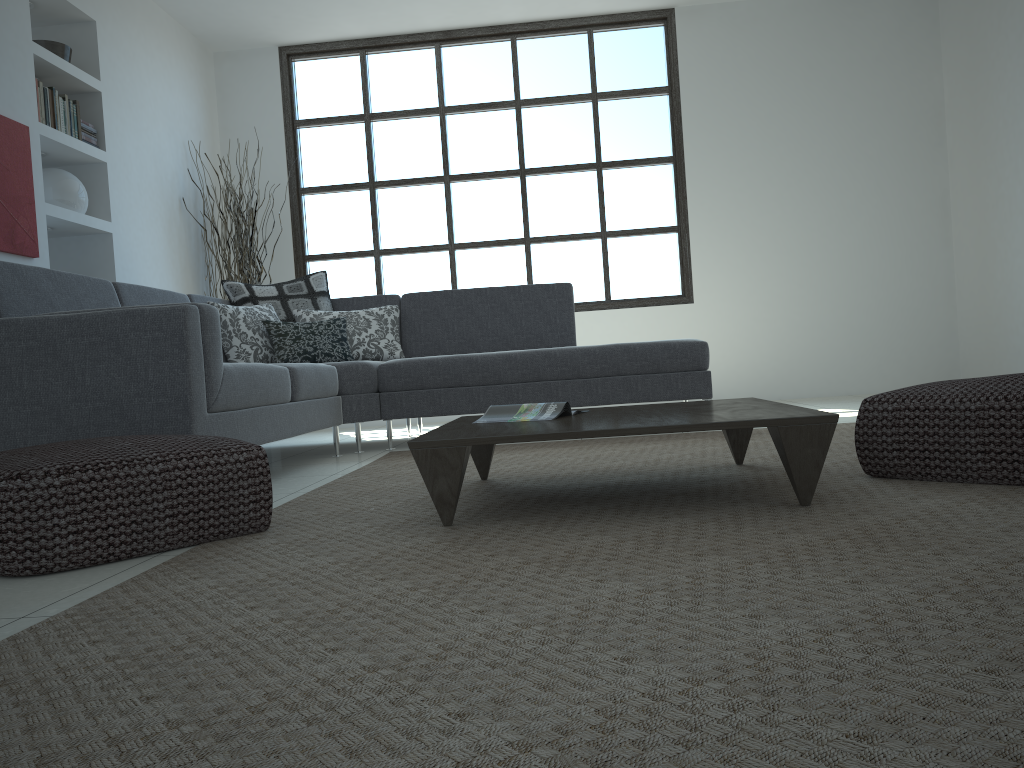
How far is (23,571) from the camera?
1.9 meters

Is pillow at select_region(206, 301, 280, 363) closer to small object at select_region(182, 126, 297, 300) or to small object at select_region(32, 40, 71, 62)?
small object at select_region(182, 126, 297, 300)

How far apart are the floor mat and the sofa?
0.32m

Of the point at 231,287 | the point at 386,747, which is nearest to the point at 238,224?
the point at 231,287

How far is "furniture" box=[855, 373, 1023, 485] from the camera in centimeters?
220cm

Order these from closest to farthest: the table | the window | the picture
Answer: the table, the picture, the window

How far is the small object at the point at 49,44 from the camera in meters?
4.9

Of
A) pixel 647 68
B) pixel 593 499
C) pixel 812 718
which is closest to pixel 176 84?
pixel 647 68

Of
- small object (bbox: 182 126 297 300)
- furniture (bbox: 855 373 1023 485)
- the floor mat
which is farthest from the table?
small object (bbox: 182 126 297 300)

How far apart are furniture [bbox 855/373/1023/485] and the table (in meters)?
0.23
